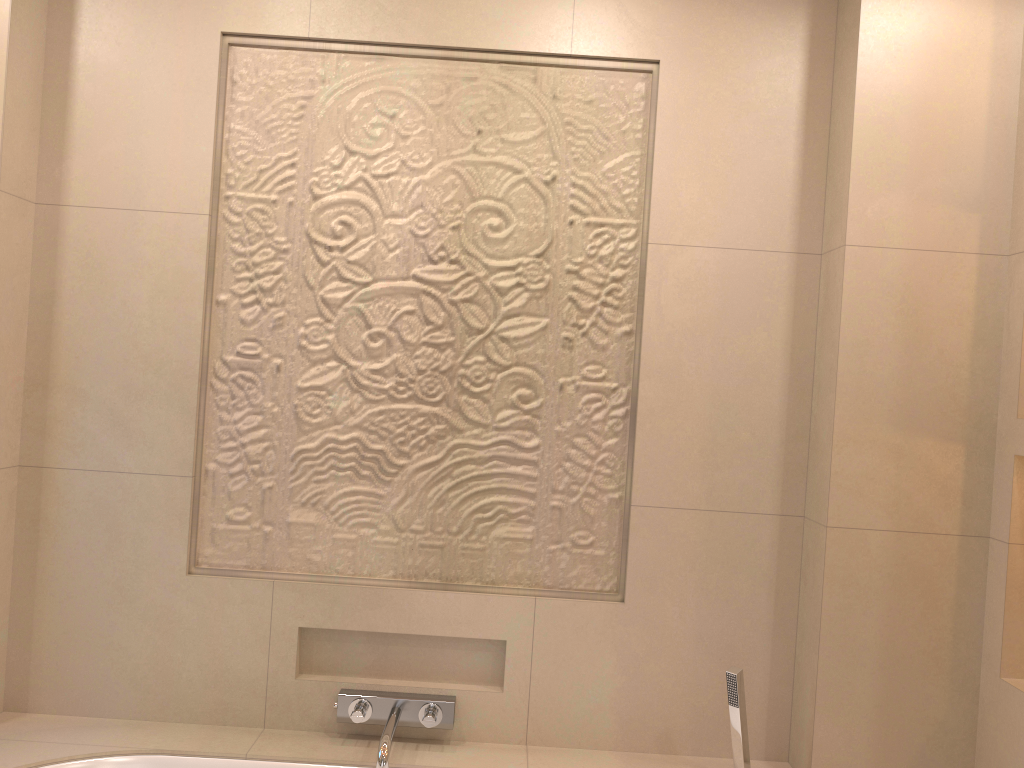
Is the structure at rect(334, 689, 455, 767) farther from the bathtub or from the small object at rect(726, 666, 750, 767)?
the small object at rect(726, 666, 750, 767)

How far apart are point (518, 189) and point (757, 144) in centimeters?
59cm

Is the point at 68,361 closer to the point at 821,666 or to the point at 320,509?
the point at 320,509

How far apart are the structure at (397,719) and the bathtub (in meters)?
0.05

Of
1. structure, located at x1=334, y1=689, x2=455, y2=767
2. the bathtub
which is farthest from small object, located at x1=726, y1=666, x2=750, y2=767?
structure, located at x1=334, y1=689, x2=455, y2=767

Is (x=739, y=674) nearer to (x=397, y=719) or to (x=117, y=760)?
(x=397, y=719)

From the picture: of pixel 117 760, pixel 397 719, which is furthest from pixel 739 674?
pixel 117 760

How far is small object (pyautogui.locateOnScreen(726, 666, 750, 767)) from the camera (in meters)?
1.95

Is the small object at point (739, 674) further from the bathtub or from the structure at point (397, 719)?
the structure at point (397, 719)

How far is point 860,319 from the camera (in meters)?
2.01
